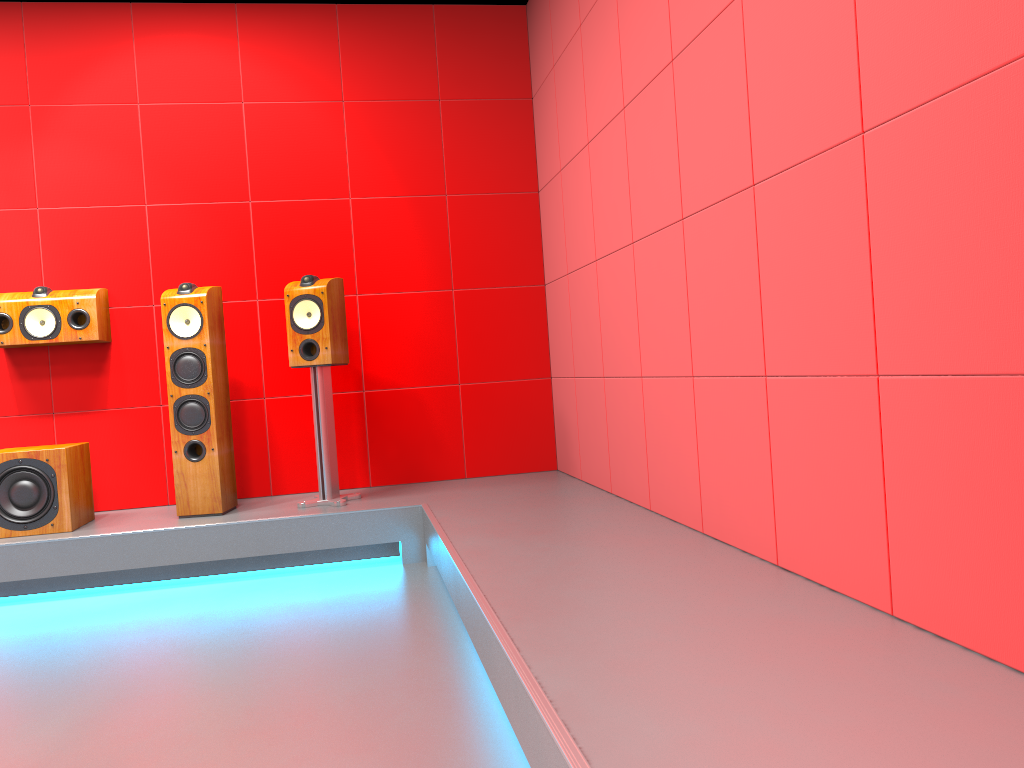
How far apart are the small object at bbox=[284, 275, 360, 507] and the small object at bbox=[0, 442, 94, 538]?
1.0 meters

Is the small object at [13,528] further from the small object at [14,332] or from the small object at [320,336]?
the small object at [320,336]

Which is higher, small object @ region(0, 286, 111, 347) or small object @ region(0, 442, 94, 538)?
small object @ region(0, 286, 111, 347)

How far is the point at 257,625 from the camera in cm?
303

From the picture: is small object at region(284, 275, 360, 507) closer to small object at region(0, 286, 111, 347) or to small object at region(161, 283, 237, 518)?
small object at region(161, 283, 237, 518)

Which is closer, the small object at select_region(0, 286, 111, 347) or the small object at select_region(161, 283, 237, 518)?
the small object at select_region(161, 283, 237, 518)

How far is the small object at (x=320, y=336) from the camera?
4.00m

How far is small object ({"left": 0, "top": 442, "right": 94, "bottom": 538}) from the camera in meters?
3.7

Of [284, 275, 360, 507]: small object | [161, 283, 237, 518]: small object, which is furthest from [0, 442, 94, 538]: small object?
[284, 275, 360, 507]: small object

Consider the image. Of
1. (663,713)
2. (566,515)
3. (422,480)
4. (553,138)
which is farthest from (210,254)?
(663,713)
